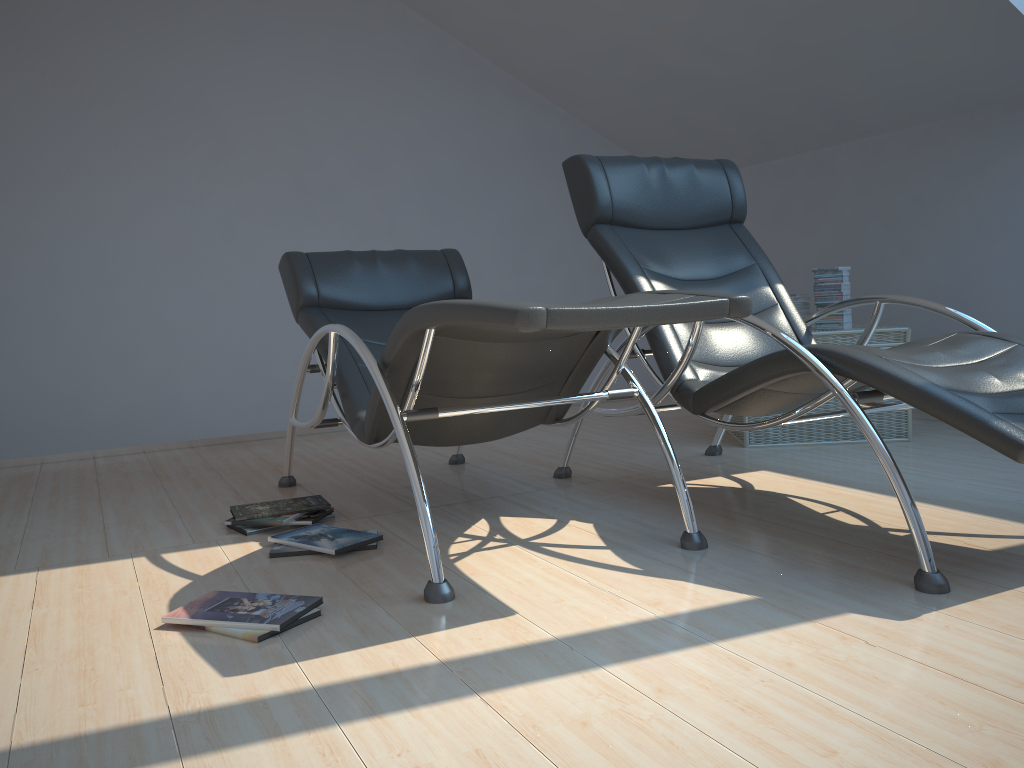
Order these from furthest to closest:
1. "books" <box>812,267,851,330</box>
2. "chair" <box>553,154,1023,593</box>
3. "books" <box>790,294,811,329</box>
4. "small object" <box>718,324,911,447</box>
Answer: "books" <box>790,294,811,329</box> < "books" <box>812,267,851,330</box> < "small object" <box>718,324,911,447</box> < "chair" <box>553,154,1023,593</box>

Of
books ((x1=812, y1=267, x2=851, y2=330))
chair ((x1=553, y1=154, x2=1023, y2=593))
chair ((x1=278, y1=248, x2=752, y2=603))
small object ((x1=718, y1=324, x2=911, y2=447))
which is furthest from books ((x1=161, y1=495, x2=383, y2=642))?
books ((x1=812, y1=267, x2=851, y2=330))

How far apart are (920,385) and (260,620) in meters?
1.6

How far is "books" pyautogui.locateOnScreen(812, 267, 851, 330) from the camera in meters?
4.1

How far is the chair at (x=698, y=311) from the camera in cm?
200

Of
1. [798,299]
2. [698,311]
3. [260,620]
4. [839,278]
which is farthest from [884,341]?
[260,620]

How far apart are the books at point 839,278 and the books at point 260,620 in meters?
2.5

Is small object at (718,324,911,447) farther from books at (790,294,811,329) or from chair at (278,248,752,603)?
chair at (278,248,752,603)

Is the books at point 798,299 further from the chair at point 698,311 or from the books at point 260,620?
the books at point 260,620

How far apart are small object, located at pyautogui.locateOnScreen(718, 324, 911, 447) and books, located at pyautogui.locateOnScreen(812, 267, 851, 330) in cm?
4
